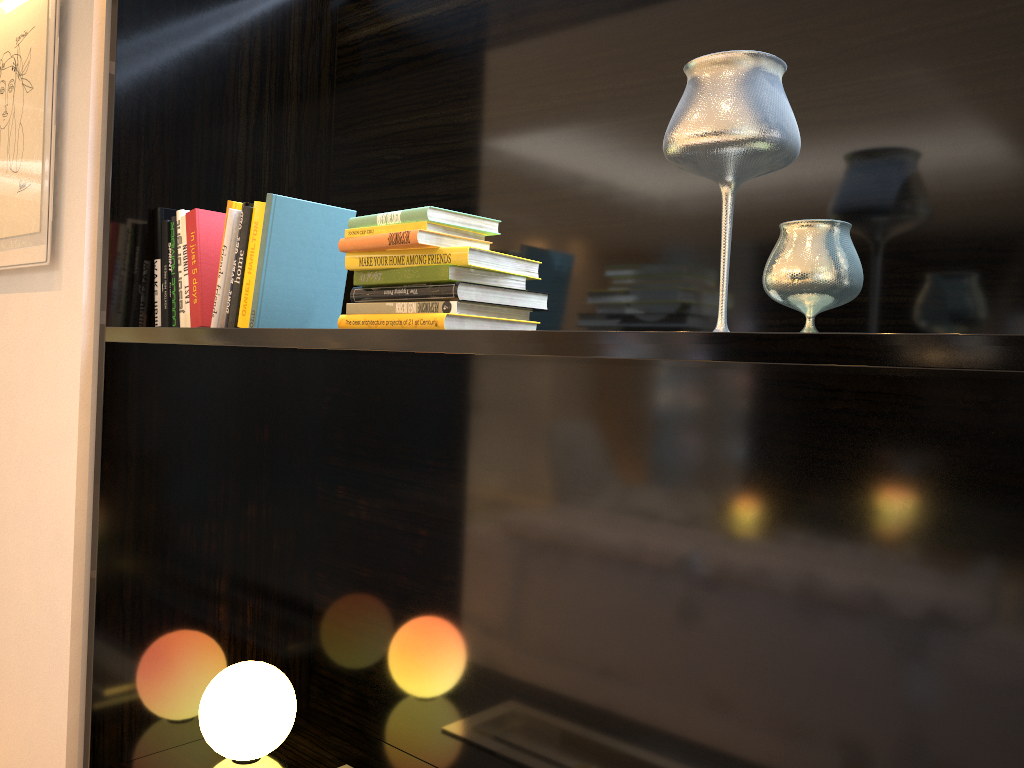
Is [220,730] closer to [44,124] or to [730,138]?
[44,124]

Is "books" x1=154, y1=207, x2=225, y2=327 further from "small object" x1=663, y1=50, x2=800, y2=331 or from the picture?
"small object" x1=663, y1=50, x2=800, y2=331

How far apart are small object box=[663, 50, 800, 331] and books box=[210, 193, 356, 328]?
0.78m

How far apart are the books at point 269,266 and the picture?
0.52m

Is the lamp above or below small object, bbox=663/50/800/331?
below

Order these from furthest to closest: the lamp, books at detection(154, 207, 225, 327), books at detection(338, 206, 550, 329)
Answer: the lamp, books at detection(154, 207, 225, 327), books at detection(338, 206, 550, 329)

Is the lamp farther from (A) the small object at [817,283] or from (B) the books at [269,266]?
(A) the small object at [817,283]

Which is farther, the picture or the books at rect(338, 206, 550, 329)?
the picture

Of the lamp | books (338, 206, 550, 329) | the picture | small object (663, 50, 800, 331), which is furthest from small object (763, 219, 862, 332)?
the picture

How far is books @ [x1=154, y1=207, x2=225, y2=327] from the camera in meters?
1.8
